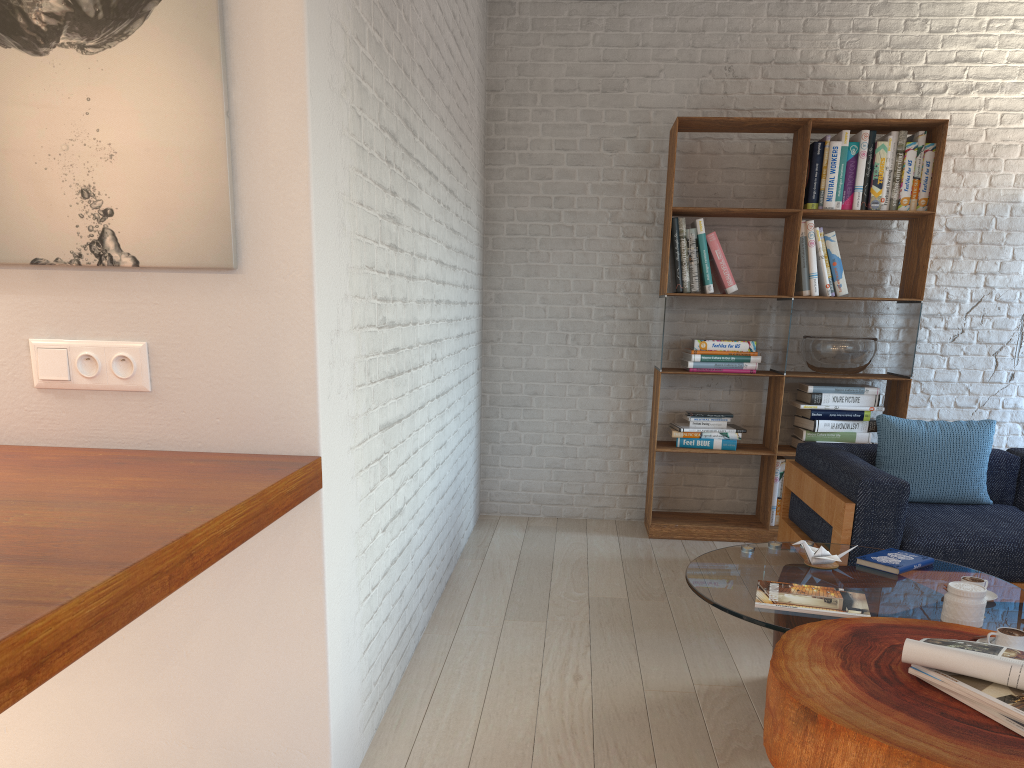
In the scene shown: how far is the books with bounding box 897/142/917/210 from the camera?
4.6 meters

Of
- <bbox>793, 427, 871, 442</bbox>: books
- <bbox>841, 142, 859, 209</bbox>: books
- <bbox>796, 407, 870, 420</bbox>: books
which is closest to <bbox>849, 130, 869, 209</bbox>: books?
<bbox>841, 142, 859, 209</bbox>: books

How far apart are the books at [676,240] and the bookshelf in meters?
0.0 m

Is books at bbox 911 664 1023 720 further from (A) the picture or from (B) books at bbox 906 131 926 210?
(B) books at bbox 906 131 926 210

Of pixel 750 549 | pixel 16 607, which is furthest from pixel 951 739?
pixel 16 607

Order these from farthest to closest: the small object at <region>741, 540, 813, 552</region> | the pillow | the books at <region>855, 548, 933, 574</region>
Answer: the pillow < the small object at <region>741, 540, 813, 552</region> < the books at <region>855, 548, 933, 574</region>

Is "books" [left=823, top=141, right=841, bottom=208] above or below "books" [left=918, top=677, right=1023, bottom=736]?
above

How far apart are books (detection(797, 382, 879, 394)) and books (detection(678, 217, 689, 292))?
0.9m

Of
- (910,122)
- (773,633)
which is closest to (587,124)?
(910,122)

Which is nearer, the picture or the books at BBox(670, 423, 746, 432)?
the picture
